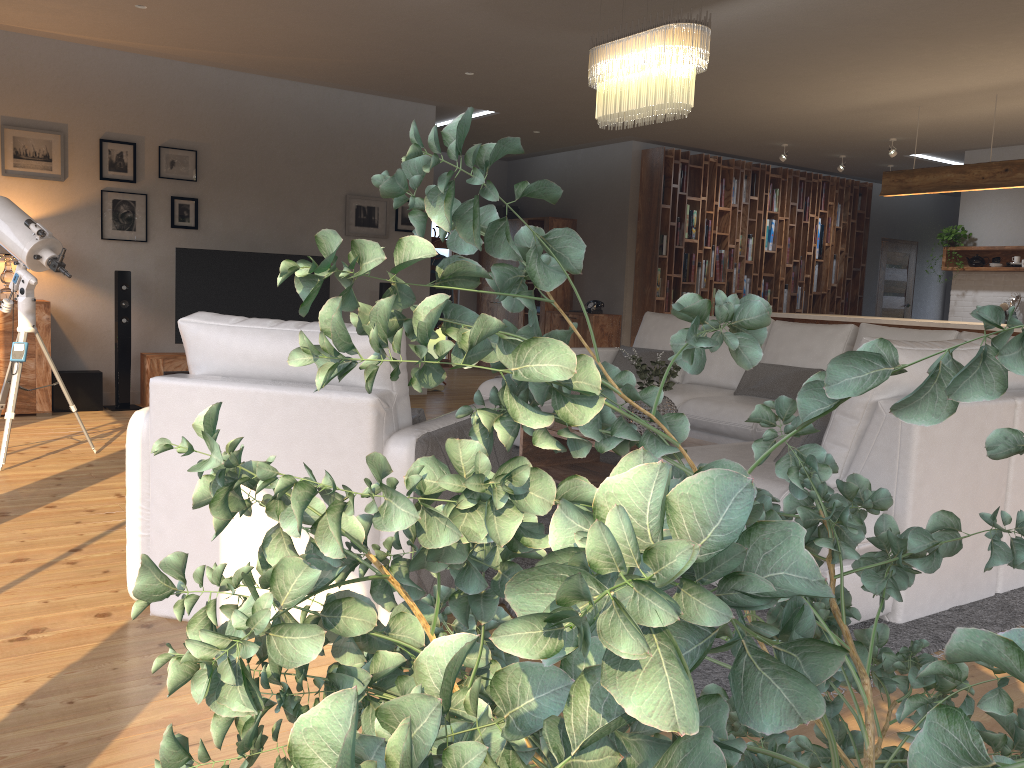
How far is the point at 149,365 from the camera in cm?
697

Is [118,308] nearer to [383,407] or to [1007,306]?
[383,407]

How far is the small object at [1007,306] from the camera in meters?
9.1

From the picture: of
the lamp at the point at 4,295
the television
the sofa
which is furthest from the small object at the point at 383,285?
the lamp at the point at 4,295

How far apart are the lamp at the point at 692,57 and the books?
5.0 meters

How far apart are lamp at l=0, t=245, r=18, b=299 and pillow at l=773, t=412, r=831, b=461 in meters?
5.6

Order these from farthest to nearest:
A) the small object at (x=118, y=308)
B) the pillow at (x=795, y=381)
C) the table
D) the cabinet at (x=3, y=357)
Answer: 1. the small object at (x=118, y=308)
2. the cabinet at (x=3, y=357)
3. the pillow at (x=795, y=381)
4. the table

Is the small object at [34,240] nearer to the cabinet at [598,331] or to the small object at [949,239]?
the cabinet at [598,331]

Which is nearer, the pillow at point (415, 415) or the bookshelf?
the pillow at point (415, 415)

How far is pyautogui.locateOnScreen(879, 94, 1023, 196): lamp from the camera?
6.78m
